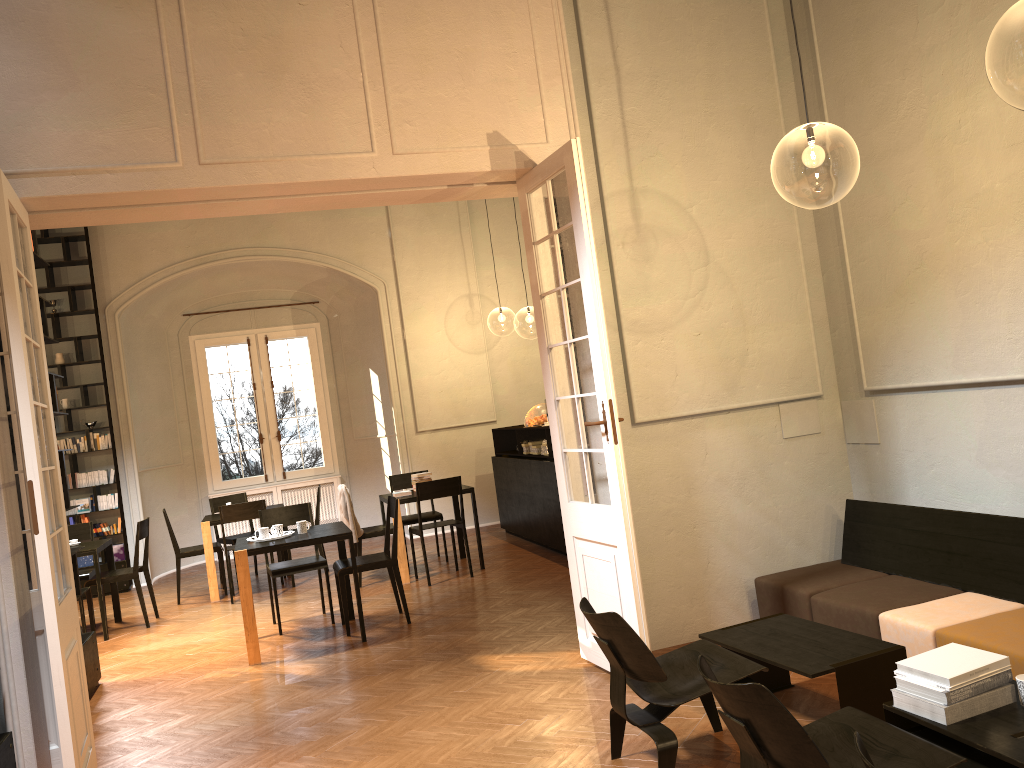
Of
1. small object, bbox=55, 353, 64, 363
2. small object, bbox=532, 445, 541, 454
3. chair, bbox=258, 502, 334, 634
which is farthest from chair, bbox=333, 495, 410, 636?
small object, bbox=55, 353, 64, 363

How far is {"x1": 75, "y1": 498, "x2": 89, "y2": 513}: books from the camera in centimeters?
1137cm

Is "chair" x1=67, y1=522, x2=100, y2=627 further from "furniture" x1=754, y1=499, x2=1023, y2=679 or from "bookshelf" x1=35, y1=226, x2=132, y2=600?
"furniture" x1=754, y1=499, x2=1023, y2=679

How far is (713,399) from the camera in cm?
607

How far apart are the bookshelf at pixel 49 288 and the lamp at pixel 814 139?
8.8m

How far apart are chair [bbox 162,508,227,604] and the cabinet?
3.6m

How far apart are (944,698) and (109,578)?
8.0m

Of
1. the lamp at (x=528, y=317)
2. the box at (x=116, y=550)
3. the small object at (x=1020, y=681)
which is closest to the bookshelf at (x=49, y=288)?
the box at (x=116, y=550)

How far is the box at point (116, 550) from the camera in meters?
11.5 m

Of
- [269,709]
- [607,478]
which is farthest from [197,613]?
[607,478]
